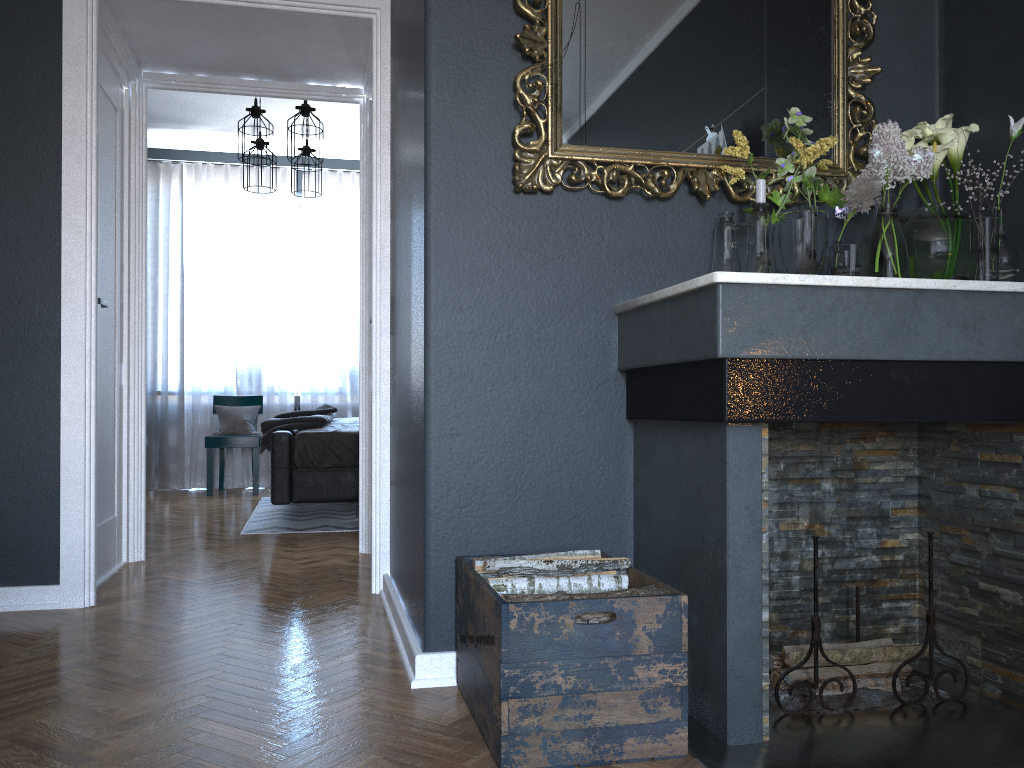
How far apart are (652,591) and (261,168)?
5.04m

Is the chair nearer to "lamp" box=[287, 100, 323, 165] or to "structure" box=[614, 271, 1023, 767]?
"lamp" box=[287, 100, 323, 165]

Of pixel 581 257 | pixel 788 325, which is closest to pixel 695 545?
pixel 788 325

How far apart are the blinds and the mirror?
5.7m

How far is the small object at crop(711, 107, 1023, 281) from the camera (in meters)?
2.13

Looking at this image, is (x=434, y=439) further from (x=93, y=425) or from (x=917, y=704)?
(x=93, y=425)

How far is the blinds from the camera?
7.5m

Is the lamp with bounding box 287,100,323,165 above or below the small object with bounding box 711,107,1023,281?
above

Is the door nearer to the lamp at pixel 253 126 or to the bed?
the bed

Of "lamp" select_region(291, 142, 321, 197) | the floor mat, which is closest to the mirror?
the floor mat
